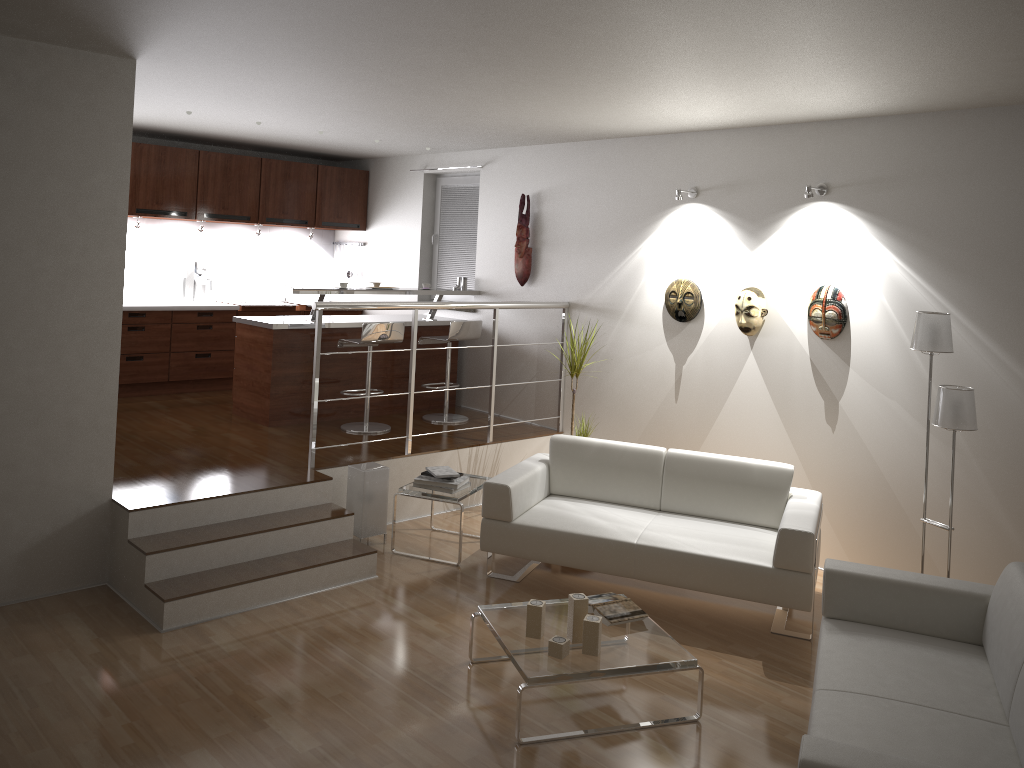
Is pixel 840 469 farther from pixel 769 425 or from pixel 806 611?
pixel 806 611

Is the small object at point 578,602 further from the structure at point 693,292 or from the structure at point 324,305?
the structure at point 693,292

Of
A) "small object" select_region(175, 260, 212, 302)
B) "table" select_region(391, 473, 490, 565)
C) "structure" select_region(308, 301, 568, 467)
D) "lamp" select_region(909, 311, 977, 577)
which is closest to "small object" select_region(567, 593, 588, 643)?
"table" select_region(391, 473, 490, 565)

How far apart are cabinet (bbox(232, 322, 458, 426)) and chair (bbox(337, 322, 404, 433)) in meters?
0.2

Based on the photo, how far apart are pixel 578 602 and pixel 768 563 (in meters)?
1.26

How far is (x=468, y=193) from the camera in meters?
8.1 m

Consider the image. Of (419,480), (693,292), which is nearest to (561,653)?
(419,480)

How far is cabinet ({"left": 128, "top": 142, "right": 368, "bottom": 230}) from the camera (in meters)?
7.57

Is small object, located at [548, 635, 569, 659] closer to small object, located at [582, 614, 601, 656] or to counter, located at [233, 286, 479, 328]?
small object, located at [582, 614, 601, 656]

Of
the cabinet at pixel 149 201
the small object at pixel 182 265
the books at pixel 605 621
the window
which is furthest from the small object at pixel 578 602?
the small object at pixel 182 265
